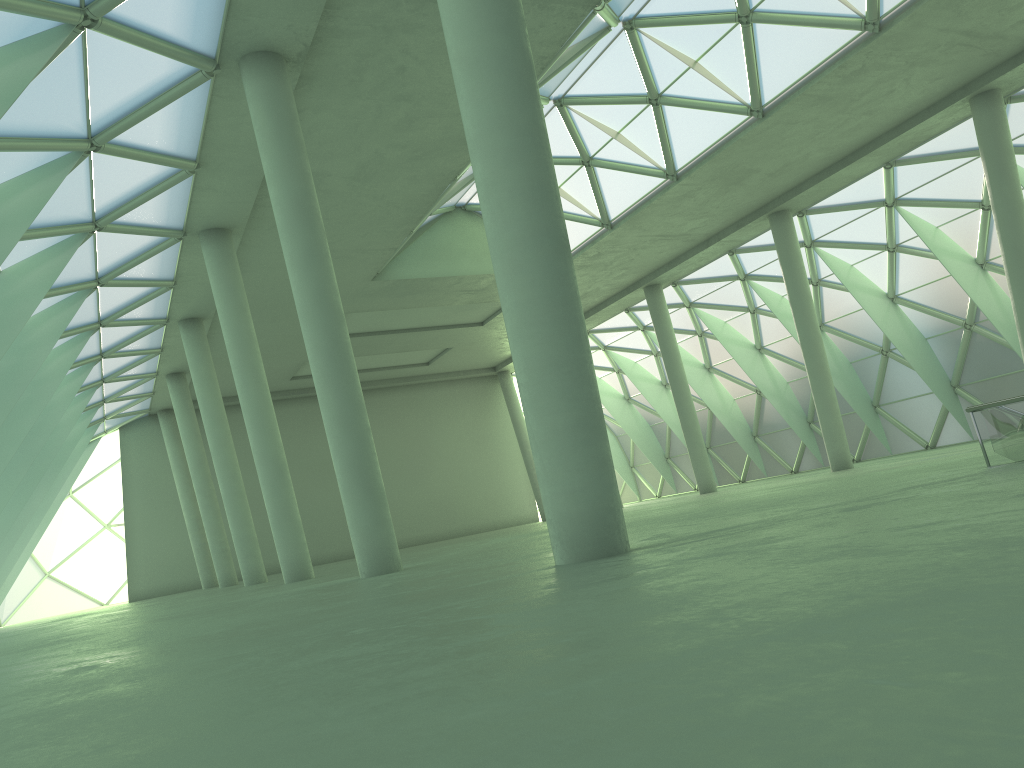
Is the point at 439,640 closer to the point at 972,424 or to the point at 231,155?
the point at 231,155

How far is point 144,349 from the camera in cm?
4357
